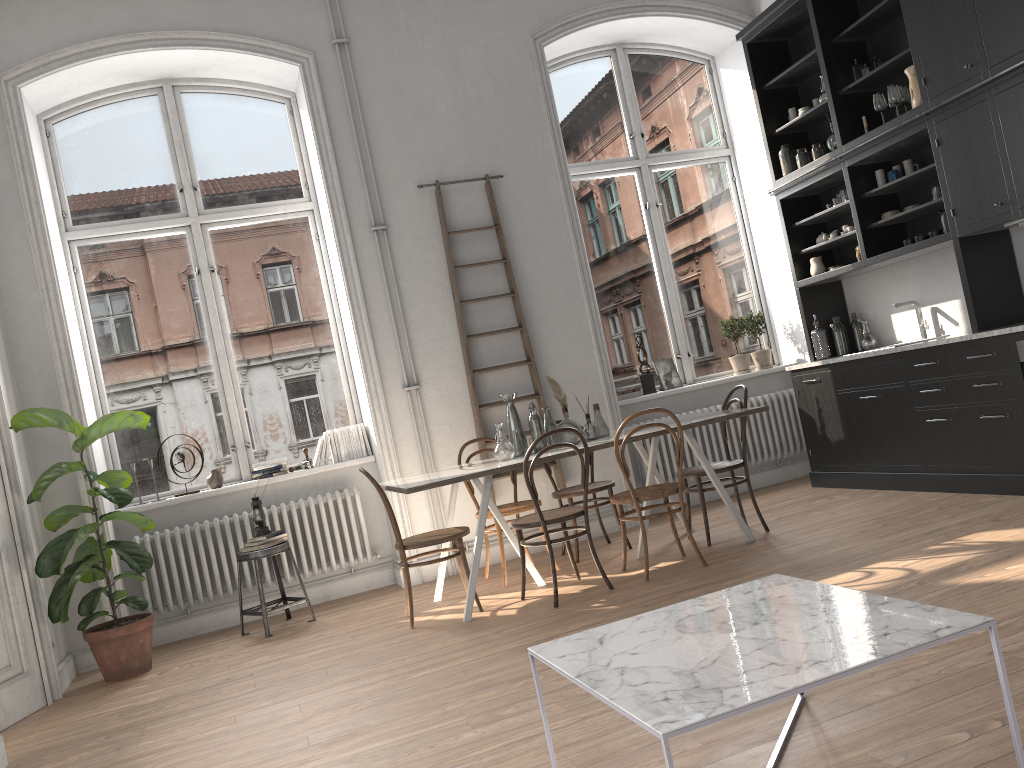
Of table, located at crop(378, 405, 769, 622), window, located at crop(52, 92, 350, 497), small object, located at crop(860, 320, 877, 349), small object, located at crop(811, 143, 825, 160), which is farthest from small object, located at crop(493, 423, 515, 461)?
small object, located at crop(811, 143, 825, 160)

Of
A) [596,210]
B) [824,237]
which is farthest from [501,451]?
[824,237]

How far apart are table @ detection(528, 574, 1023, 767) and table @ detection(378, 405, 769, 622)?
2.13m

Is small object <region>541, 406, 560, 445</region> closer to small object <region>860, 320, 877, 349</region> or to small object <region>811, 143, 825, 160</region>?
small object <region>860, 320, 877, 349</region>

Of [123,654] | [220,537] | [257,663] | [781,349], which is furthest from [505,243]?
[123,654]

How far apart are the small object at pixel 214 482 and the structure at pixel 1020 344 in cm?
505

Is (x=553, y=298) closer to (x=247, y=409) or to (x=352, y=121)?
(x=352, y=121)

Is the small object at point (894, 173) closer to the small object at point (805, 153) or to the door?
the small object at point (805, 153)

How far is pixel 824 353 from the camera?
6.7 meters

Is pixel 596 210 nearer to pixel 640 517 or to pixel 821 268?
pixel 821 268
